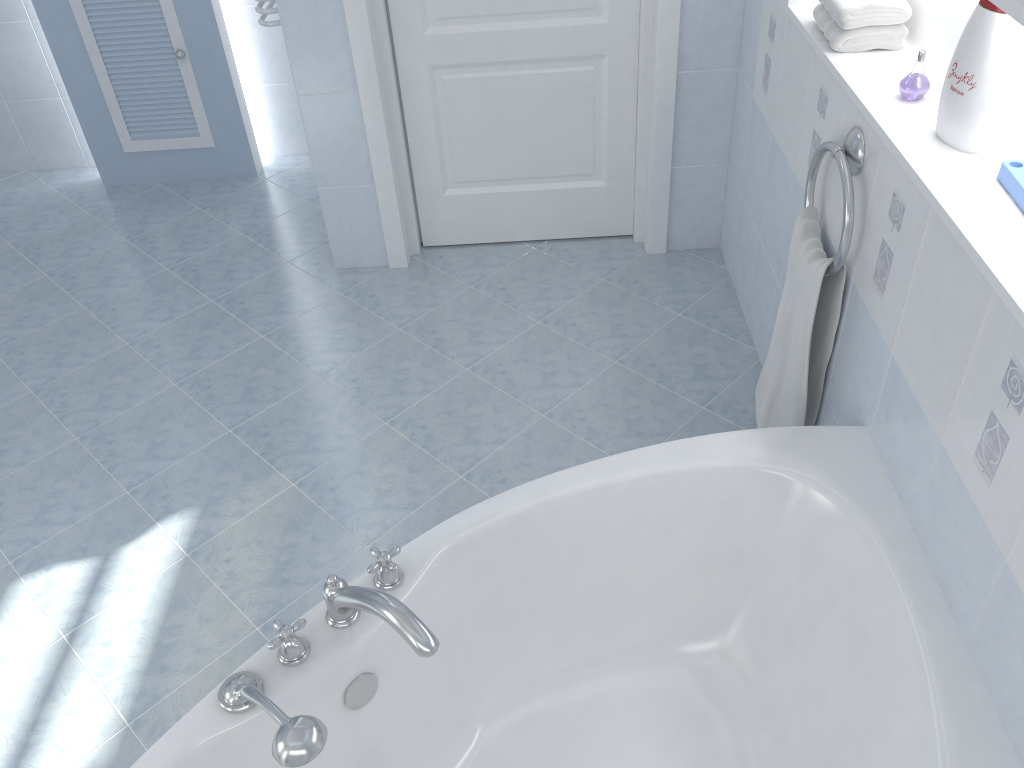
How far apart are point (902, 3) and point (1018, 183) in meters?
0.7

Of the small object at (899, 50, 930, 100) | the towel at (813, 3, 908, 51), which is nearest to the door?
the towel at (813, 3, 908, 51)

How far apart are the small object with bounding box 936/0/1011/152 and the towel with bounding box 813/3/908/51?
0.4m

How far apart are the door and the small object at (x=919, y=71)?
1.3m

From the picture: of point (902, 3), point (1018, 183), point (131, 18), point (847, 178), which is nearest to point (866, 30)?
point (902, 3)

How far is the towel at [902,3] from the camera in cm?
191

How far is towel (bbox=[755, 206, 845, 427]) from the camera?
2.0 meters

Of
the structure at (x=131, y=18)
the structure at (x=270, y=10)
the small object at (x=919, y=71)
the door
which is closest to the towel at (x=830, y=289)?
the small object at (x=919, y=71)

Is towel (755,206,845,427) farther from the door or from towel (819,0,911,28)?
the door

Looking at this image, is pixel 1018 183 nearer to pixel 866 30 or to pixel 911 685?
pixel 866 30
